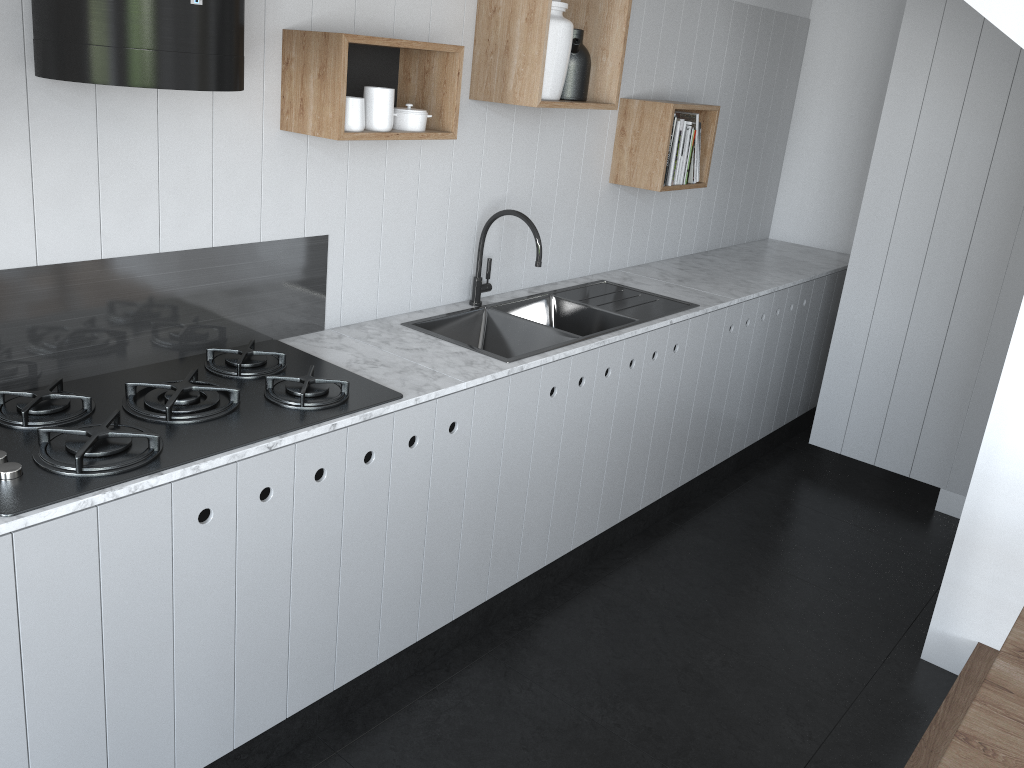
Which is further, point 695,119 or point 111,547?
point 695,119

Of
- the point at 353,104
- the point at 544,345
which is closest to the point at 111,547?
the point at 353,104

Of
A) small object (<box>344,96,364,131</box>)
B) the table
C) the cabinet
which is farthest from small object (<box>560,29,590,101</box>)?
the table

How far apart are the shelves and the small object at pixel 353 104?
0.0 meters

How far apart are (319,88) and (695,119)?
1.90m

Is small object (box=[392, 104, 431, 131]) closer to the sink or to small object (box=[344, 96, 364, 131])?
small object (box=[344, 96, 364, 131])

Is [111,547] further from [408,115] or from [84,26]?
[408,115]

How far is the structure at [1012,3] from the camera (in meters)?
2.56

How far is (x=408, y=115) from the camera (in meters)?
2.42

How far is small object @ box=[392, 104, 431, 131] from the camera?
2.4m
